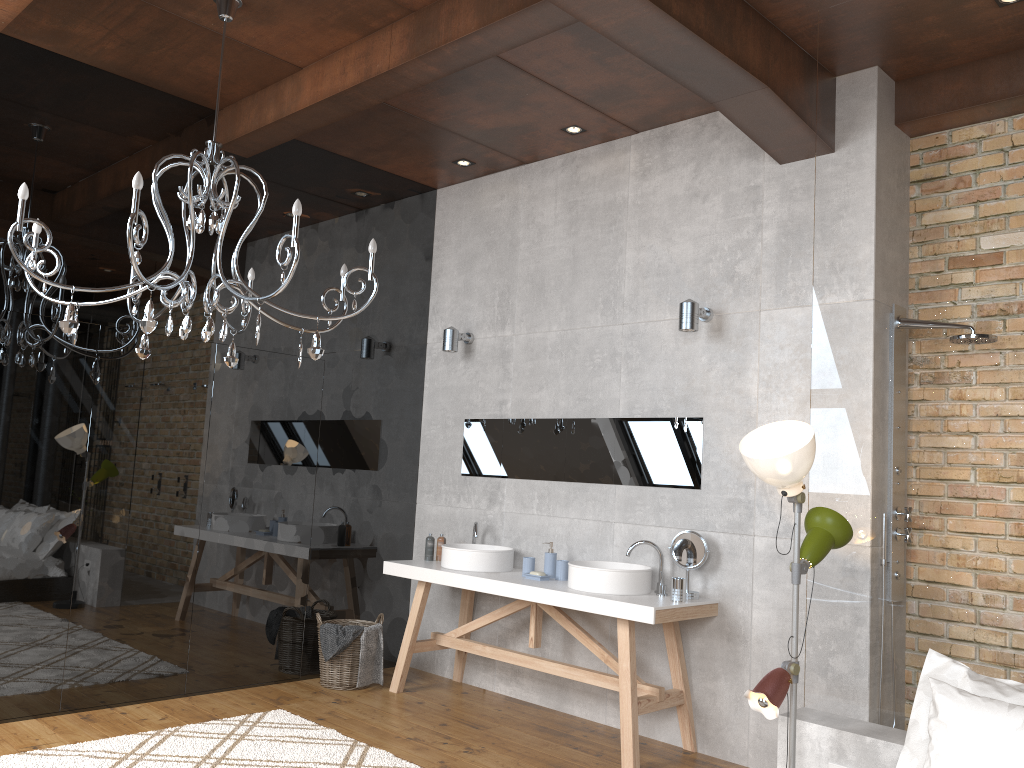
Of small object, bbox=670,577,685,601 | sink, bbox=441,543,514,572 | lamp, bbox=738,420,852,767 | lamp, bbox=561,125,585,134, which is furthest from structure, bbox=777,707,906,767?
lamp, bbox=561,125,585,134

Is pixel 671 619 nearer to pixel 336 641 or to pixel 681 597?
pixel 681 597

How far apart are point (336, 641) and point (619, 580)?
1.85m

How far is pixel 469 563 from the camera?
5.14m

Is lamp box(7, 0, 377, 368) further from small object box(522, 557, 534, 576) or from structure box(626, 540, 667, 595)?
structure box(626, 540, 667, 595)

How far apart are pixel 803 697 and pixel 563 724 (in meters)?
1.35

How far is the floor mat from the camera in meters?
3.8

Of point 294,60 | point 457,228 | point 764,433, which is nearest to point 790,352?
point 764,433

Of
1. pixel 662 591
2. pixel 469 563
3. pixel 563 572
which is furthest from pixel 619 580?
pixel 469 563

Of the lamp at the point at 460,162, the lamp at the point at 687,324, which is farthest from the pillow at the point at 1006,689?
the lamp at the point at 460,162
